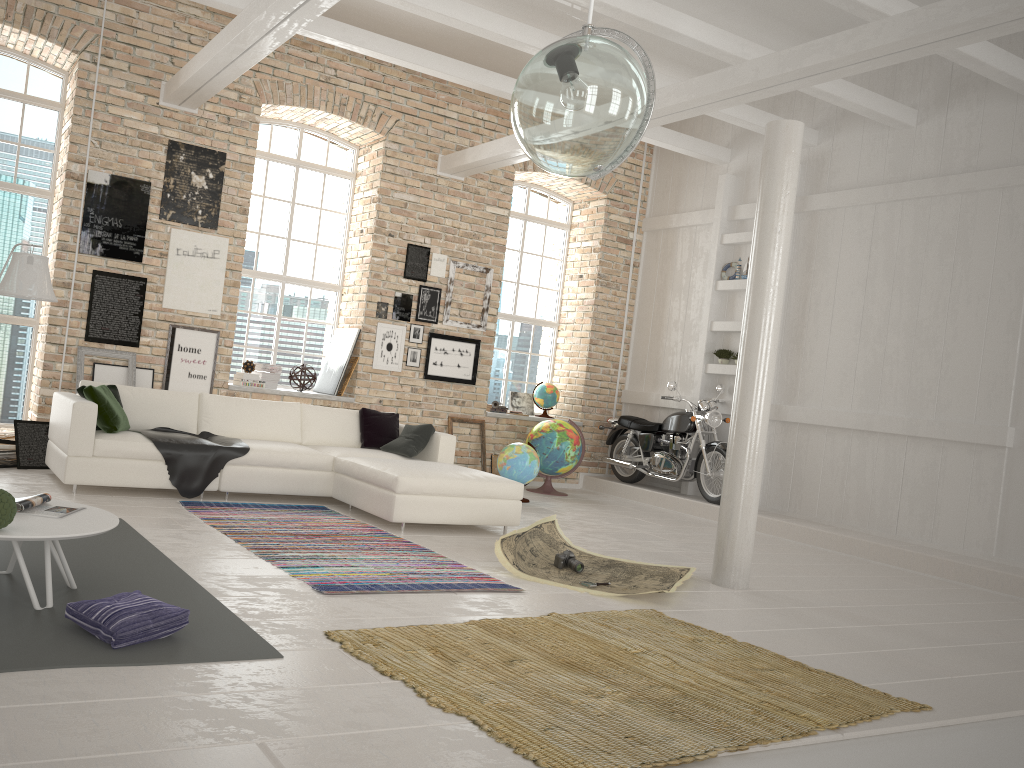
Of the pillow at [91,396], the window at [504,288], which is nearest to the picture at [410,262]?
the window at [504,288]

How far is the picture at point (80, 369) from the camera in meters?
8.3

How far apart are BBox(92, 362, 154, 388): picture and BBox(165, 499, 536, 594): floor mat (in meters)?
2.36

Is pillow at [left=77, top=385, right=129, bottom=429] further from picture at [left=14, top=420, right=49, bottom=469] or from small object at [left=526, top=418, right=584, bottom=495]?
Result: small object at [left=526, top=418, right=584, bottom=495]

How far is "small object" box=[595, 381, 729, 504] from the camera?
9.63m

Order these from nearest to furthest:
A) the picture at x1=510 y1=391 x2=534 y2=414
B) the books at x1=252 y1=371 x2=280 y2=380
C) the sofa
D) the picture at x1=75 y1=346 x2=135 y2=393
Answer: the sofa → the picture at x1=75 y1=346 x2=135 y2=393 → the books at x1=252 y1=371 x2=280 y2=380 → the picture at x1=510 y1=391 x2=534 y2=414

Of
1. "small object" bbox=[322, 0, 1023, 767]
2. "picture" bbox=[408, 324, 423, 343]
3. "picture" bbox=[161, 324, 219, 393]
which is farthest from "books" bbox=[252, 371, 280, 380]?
"small object" bbox=[322, 0, 1023, 767]

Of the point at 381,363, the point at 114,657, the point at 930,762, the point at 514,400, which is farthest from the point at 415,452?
the point at 930,762

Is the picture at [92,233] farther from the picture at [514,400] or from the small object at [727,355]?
the small object at [727,355]

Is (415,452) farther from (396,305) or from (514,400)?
(514,400)
